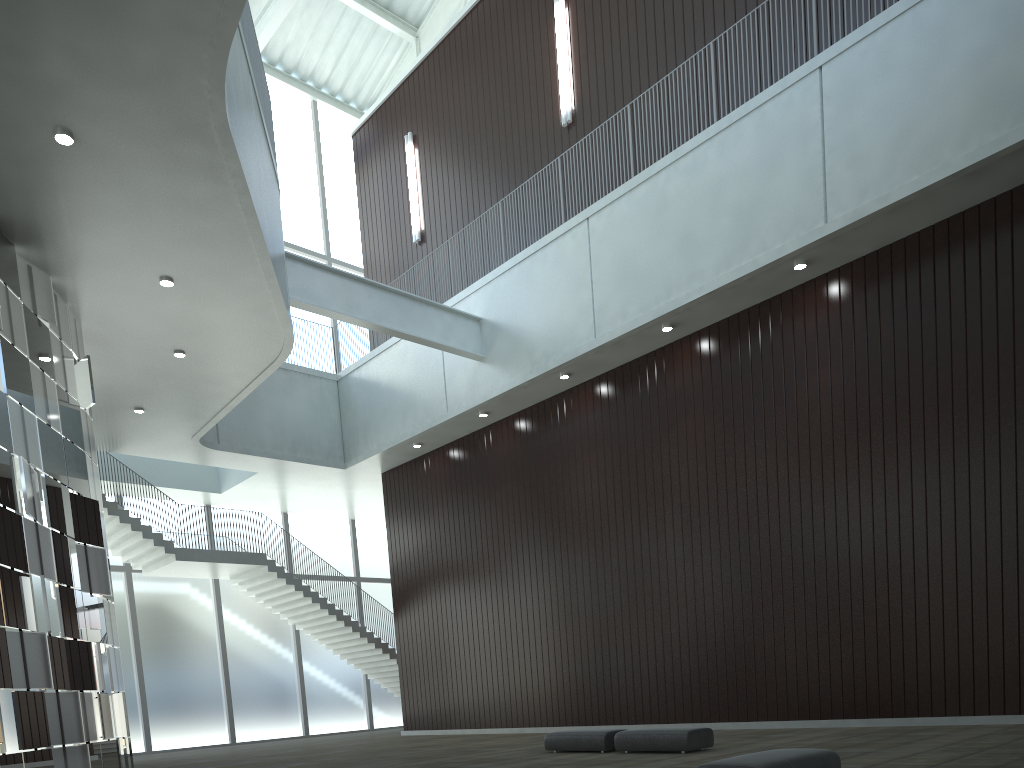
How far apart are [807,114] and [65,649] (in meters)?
43.78

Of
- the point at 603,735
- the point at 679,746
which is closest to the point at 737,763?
the point at 679,746

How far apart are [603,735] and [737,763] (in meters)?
17.43

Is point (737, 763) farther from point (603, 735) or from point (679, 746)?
point (603, 735)

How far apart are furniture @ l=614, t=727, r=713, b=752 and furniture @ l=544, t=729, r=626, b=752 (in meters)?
0.78

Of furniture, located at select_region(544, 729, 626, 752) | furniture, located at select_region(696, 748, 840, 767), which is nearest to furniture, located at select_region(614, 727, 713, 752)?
furniture, located at select_region(544, 729, 626, 752)

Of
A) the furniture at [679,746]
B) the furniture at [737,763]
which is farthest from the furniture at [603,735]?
the furniture at [737,763]

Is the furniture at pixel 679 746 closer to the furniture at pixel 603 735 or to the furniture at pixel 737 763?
the furniture at pixel 603 735

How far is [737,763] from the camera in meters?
18.0 m

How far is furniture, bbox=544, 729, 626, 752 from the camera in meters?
34.4 m
